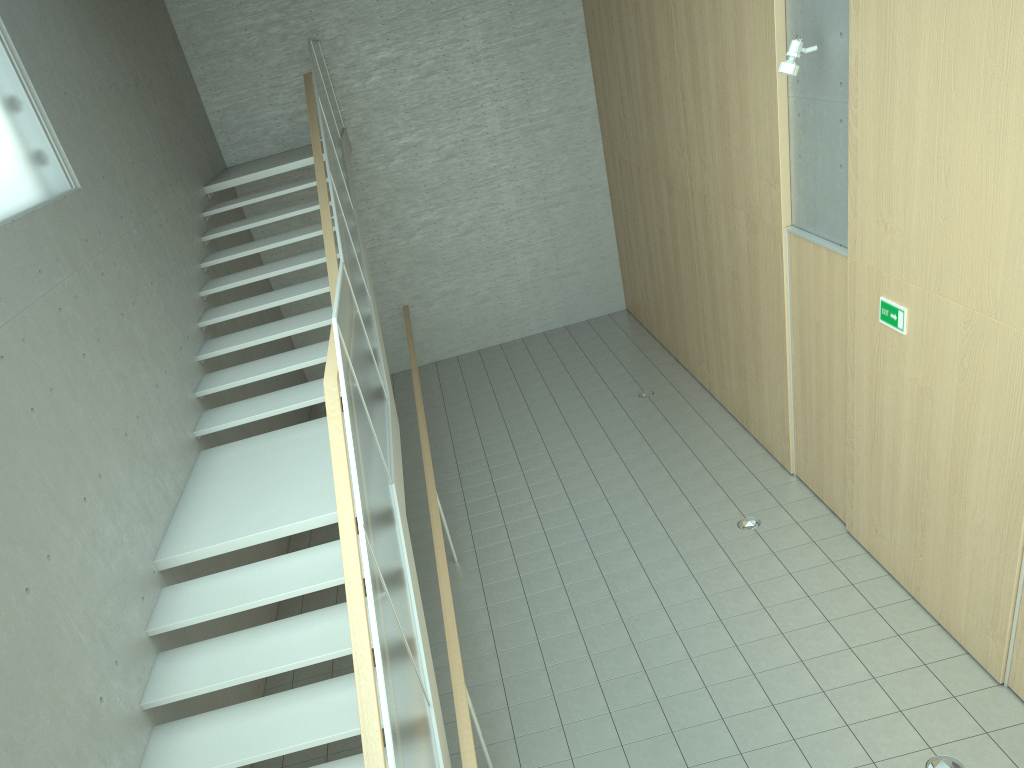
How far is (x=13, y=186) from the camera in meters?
5.2

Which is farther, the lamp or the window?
the lamp

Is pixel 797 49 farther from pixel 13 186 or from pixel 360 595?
pixel 13 186

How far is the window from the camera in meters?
5.2 m

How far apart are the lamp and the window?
5.0 meters

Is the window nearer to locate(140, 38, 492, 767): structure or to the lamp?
locate(140, 38, 492, 767): structure

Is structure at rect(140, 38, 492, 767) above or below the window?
below

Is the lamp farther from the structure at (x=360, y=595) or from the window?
the window

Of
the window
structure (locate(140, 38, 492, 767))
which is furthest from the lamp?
the window

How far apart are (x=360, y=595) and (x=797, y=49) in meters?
4.5
